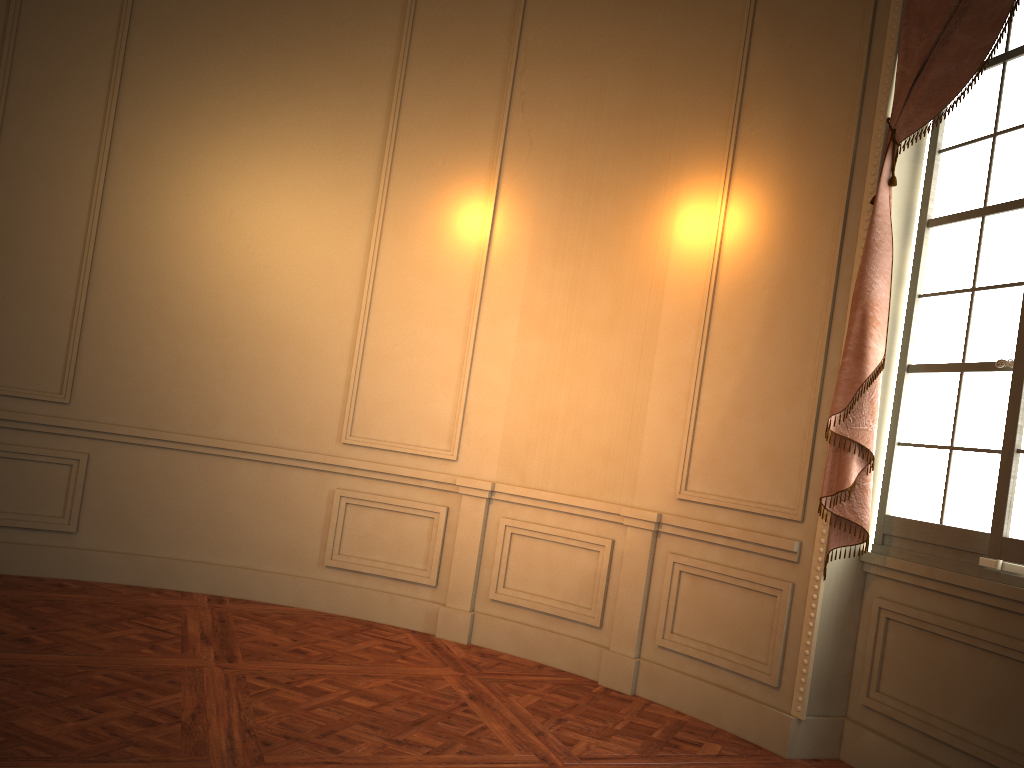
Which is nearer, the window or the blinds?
the window

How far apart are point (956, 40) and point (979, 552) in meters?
2.0 m

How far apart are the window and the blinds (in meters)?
0.13

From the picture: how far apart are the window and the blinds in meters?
0.1 m

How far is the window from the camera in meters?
3.3

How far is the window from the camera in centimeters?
327cm

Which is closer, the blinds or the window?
the window

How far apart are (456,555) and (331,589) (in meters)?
0.79

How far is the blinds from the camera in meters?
3.4
